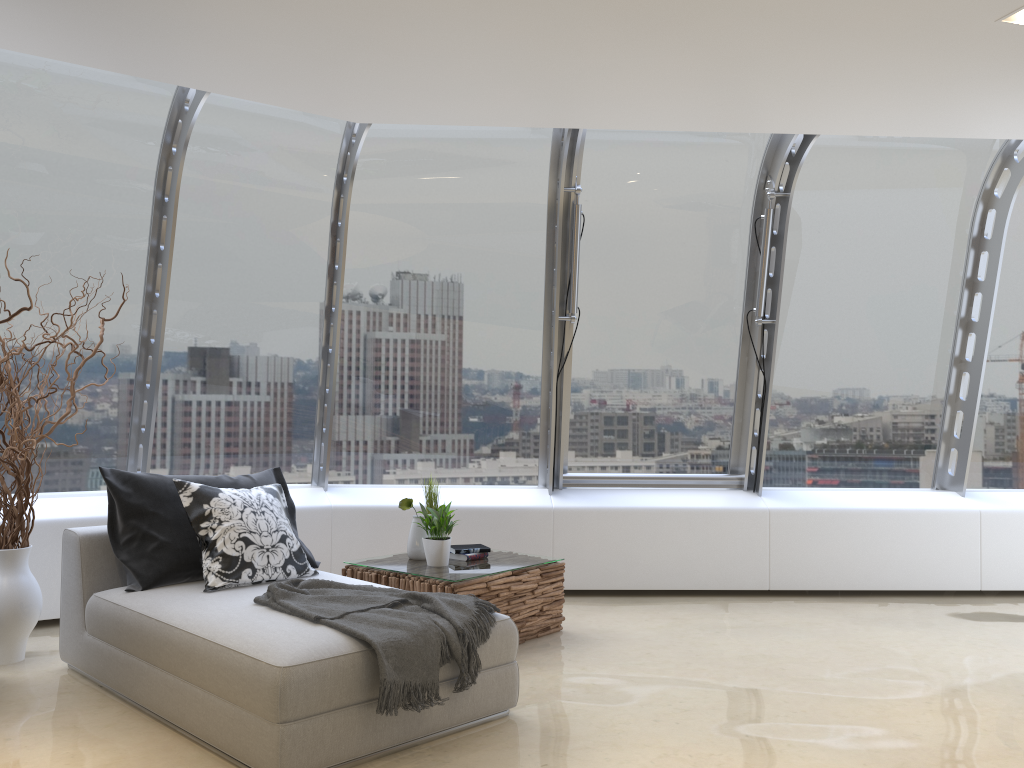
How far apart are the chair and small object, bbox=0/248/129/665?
0.23m

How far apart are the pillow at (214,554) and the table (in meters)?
0.51

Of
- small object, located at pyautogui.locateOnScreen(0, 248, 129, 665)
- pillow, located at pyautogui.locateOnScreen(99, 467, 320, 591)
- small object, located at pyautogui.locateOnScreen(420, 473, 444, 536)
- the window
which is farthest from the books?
small object, located at pyautogui.locateOnScreen(0, 248, 129, 665)

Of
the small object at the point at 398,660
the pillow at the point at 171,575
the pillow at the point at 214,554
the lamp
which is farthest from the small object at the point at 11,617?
the lamp

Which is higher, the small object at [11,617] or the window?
the window

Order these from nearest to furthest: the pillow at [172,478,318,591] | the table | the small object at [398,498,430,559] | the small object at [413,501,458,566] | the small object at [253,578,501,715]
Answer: the small object at [253,578,501,715] < the pillow at [172,478,318,591] < the table < the small object at [413,501,458,566] < the small object at [398,498,430,559]

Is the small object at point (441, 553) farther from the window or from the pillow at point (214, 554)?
the window

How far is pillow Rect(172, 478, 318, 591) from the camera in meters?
4.1 m

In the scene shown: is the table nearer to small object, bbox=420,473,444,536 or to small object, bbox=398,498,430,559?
small object, bbox=398,498,430,559

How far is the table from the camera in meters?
4.7
